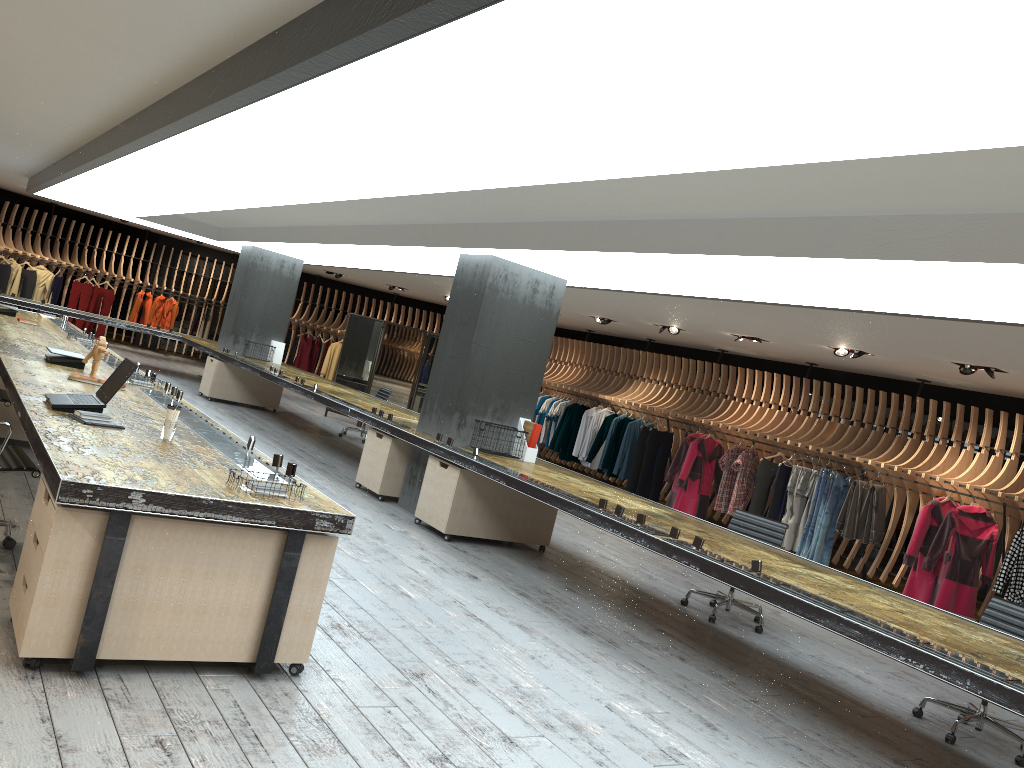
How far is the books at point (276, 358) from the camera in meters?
Answer: 14.7 m

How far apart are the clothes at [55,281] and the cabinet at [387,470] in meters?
13.4

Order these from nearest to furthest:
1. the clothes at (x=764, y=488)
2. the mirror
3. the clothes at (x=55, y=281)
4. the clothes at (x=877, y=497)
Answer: the clothes at (x=877, y=497) < the clothes at (x=764, y=488) < the mirror < the clothes at (x=55, y=281)

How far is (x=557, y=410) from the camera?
16.3 meters

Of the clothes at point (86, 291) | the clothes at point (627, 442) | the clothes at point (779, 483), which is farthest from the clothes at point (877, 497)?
the clothes at point (86, 291)

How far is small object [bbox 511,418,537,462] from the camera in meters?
8.4 m

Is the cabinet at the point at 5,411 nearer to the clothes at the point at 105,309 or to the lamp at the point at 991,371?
the lamp at the point at 991,371

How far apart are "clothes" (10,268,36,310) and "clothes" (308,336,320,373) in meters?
6.1

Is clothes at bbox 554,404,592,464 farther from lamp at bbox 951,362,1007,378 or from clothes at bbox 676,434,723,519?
lamp at bbox 951,362,1007,378

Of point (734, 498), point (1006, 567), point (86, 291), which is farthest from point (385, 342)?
point (1006, 567)
